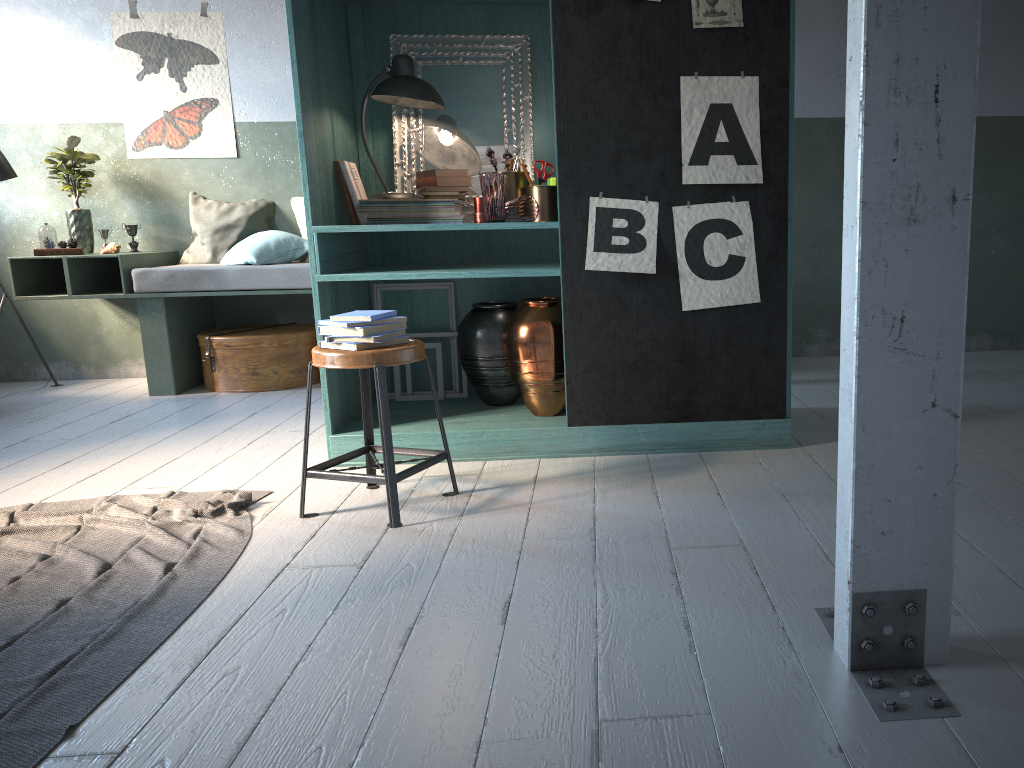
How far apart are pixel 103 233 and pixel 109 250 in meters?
0.2 m

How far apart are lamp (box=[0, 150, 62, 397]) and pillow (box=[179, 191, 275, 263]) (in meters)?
1.23

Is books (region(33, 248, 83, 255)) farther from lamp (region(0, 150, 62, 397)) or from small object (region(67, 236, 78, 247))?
lamp (region(0, 150, 62, 397))

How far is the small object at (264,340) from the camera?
6.2m

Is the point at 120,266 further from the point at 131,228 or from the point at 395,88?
the point at 395,88

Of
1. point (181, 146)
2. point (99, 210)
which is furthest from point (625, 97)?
point (99, 210)

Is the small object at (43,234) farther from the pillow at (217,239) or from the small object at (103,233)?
the pillow at (217,239)

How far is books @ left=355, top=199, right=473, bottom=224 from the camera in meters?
4.2 m

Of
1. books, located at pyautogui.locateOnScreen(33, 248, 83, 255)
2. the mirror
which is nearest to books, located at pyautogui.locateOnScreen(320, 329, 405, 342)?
the mirror

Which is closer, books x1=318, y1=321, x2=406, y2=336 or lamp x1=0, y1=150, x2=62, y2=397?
books x1=318, y1=321, x2=406, y2=336
